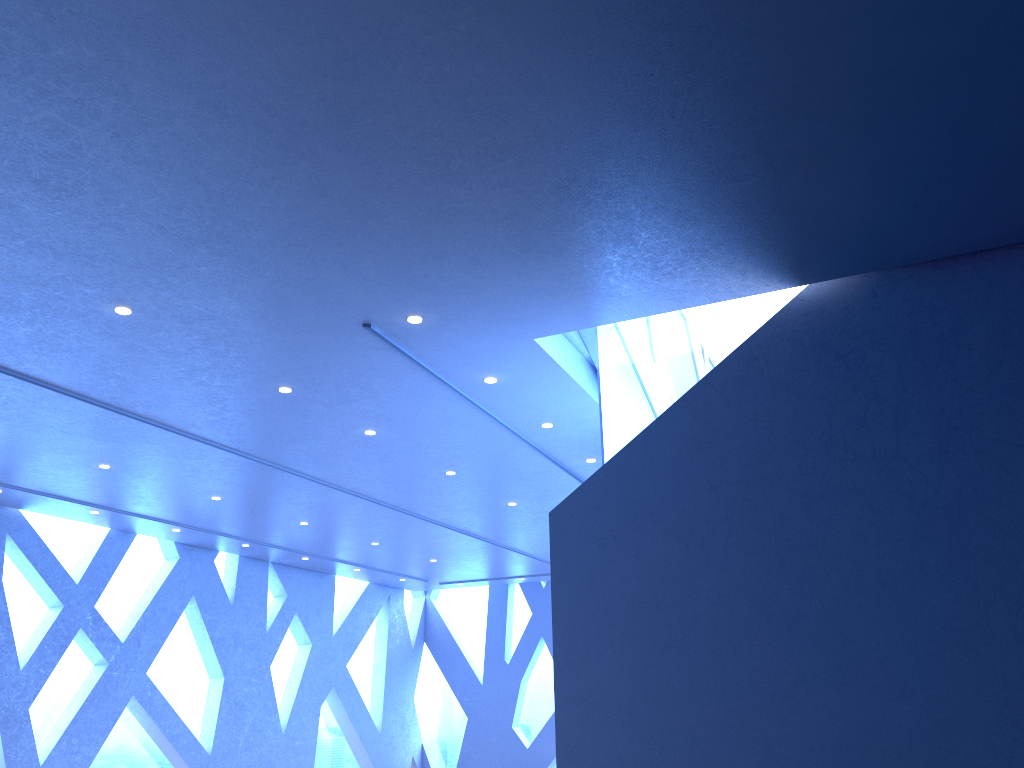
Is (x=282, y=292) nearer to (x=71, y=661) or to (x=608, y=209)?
(x=608, y=209)

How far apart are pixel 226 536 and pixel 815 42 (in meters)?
Answer: 11.69
